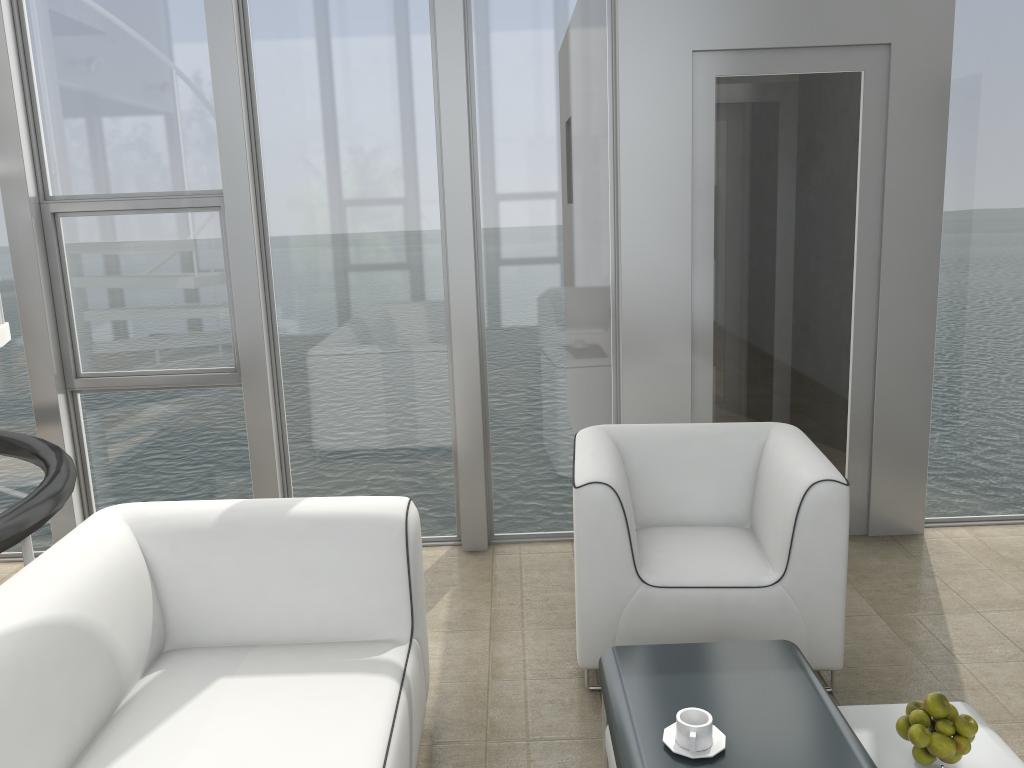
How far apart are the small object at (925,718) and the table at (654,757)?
0.1 meters

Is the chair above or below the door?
below

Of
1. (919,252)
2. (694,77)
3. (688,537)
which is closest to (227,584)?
(688,537)

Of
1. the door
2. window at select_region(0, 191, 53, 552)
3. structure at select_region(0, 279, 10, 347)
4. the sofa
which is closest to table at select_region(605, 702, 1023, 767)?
the sofa

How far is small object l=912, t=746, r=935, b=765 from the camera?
1.93m

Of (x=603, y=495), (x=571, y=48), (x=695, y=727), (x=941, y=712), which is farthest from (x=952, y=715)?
(x=571, y=48)

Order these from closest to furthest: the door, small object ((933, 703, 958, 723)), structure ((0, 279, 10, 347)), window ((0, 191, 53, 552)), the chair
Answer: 1. small object ((933, 703, 958, 723))
2. the chair
3. structure ((0, 279, 10, 347))
4. the door
5. window ((0, 191, 53, 552))

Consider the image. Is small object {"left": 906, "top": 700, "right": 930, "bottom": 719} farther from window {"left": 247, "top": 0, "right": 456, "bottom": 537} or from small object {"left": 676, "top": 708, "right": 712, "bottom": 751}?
window {"left": 247, "top": 0, "right": 456, "bottom": 537}

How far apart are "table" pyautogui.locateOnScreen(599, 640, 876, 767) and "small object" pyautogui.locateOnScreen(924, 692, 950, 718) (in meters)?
0.18

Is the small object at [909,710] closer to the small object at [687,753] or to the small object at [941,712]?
the small object at [941,712]
